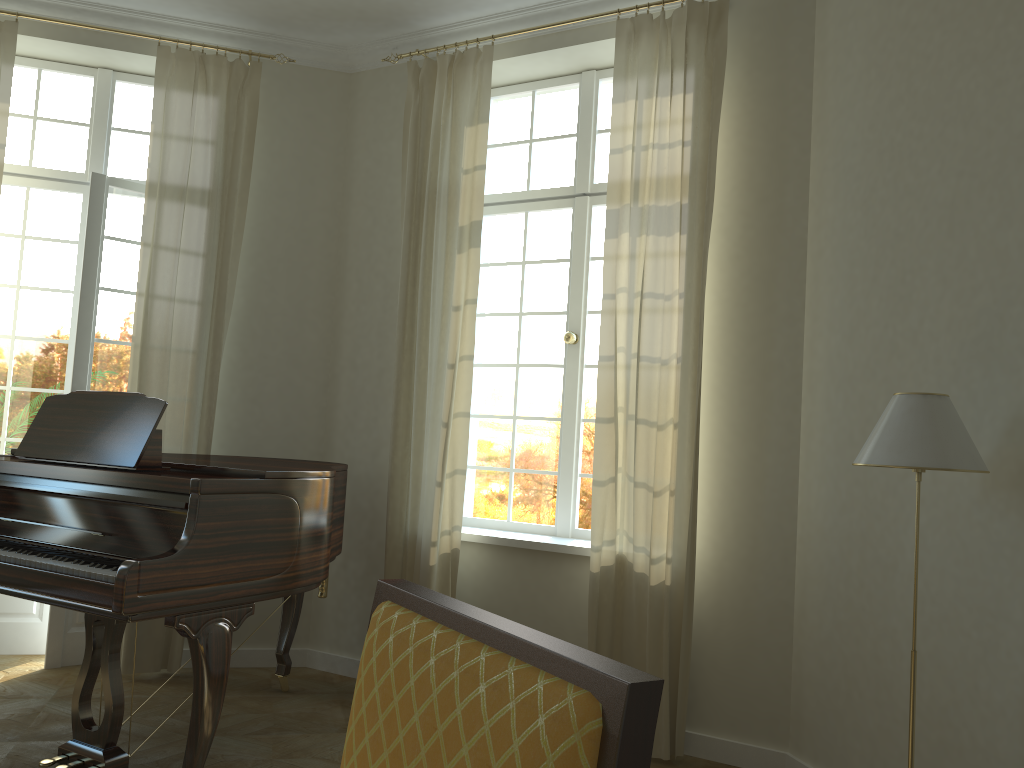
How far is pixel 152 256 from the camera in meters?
4.7 m

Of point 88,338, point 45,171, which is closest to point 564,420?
point 88,338

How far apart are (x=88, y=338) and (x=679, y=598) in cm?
342

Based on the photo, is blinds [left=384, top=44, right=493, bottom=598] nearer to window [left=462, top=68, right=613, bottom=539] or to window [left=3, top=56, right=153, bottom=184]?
window [left=462, top=68, right=613, bottom=539]

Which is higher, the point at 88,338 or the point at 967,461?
the point at 88,338

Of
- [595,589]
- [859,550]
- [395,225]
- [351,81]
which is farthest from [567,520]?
[351,81]

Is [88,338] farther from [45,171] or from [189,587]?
[189,587]

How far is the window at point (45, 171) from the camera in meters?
5.1 m

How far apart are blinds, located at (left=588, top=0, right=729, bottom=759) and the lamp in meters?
1.2 m

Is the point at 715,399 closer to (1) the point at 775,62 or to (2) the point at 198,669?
(1) the point at 775,62
